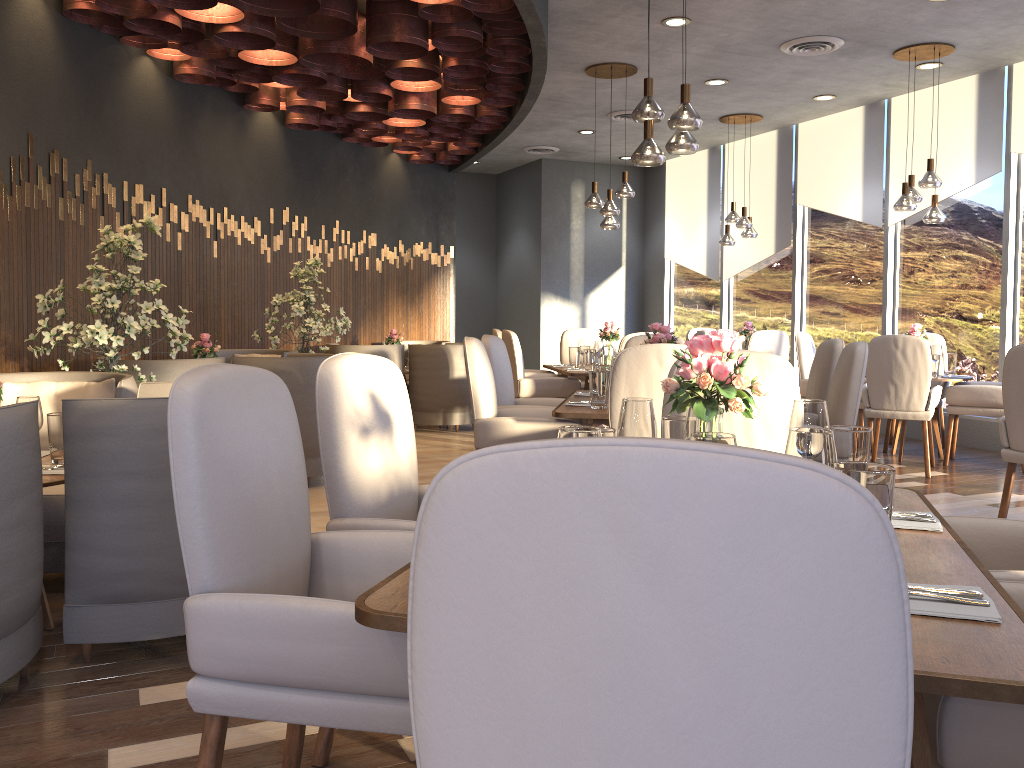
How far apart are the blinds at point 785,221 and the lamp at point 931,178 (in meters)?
2.57

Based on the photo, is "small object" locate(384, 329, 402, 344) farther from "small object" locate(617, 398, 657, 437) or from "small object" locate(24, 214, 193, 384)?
"small object" locate(617, 398, 657, 437)

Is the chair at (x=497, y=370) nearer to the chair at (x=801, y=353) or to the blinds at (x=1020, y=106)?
the chair at (x=801, y=353)

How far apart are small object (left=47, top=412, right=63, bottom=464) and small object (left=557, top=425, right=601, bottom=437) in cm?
233

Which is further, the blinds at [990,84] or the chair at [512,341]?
the blinds at [990,84]

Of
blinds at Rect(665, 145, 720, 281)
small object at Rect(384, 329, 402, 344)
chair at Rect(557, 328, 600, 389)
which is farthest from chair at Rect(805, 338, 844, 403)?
blinds at Rect(665, 145, 720, 281)

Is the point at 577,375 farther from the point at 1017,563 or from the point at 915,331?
the point at 1017,563

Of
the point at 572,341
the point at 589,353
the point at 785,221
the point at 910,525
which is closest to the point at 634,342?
the point at 589,353

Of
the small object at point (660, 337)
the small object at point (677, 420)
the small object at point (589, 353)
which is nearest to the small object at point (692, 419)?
the small object at point (677, 420)

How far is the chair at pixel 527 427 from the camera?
4.17m
